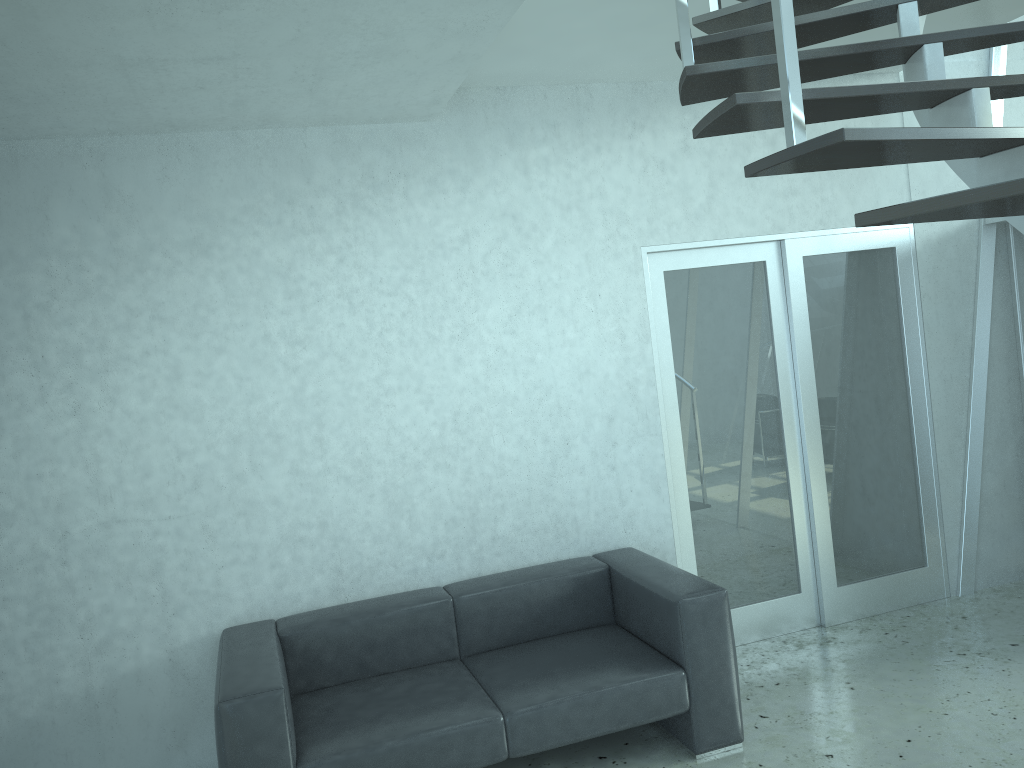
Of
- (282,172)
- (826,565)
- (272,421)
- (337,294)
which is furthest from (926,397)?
(282,172)

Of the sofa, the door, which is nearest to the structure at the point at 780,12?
the door

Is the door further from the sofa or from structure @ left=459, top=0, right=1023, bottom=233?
structure @ left=459, top=0, right=1023, bottom=233

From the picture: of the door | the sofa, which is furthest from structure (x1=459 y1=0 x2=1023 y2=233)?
the sofa

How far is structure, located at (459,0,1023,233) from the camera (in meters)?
1.73

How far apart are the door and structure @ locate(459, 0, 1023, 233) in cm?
87

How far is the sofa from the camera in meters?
3.2

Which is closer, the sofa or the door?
the sofa

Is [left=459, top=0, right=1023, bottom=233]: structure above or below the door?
above

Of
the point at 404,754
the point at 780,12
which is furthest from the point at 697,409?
the point at 780,12
